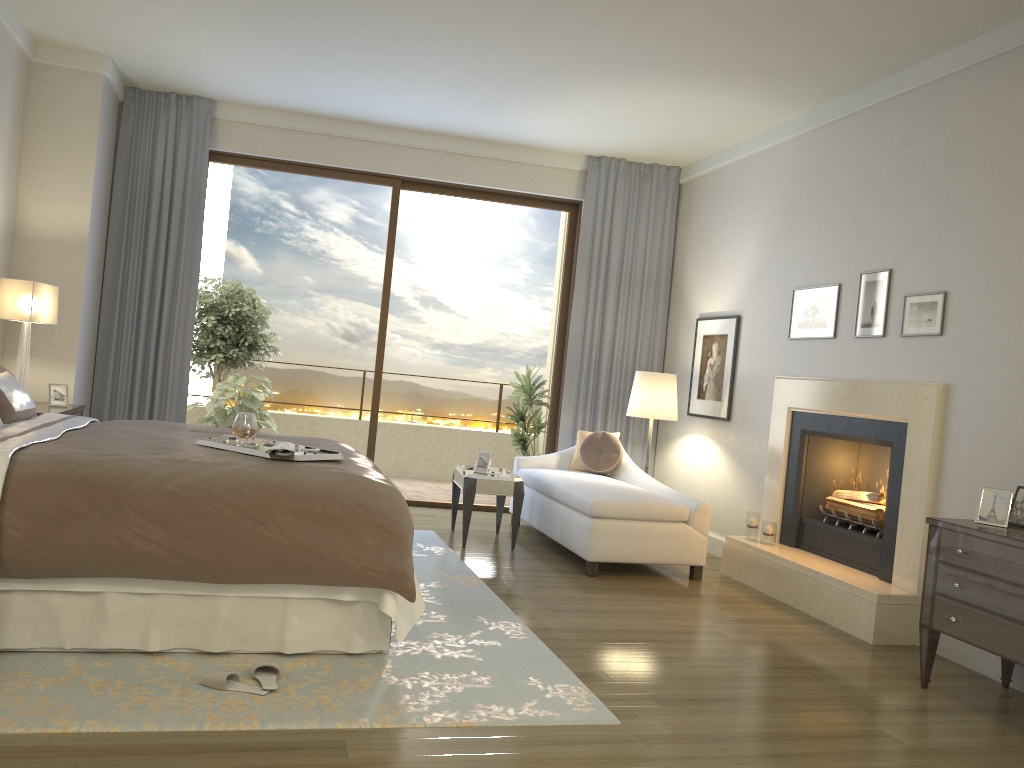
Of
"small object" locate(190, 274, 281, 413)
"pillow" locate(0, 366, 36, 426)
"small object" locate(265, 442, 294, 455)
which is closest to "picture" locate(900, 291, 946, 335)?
"small object" locate(265, 442, 294, 455)

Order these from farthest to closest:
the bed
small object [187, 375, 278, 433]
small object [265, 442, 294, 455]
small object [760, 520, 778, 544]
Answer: Answer: small object [187, 375, 278, 433] < small object [760, 520, 778, 544] < small object [265, 442, 294, 455] < the bed

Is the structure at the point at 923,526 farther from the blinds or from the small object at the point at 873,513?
the blinds

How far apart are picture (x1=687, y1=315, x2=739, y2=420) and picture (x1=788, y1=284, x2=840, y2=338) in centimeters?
69cm

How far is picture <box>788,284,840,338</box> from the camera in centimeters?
548cm

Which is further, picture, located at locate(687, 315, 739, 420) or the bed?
picture, located at locate(687, 315, 739, 420)

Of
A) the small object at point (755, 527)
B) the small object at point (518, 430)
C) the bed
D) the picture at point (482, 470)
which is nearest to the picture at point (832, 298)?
the small object at point (755, 527)

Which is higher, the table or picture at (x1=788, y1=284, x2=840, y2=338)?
picture at (x1=788, y1=284, x2=840, y2=338)

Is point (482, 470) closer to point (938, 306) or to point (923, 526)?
point (923, 526)

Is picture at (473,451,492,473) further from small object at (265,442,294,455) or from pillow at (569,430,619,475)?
small object at (265,442,294,455)
